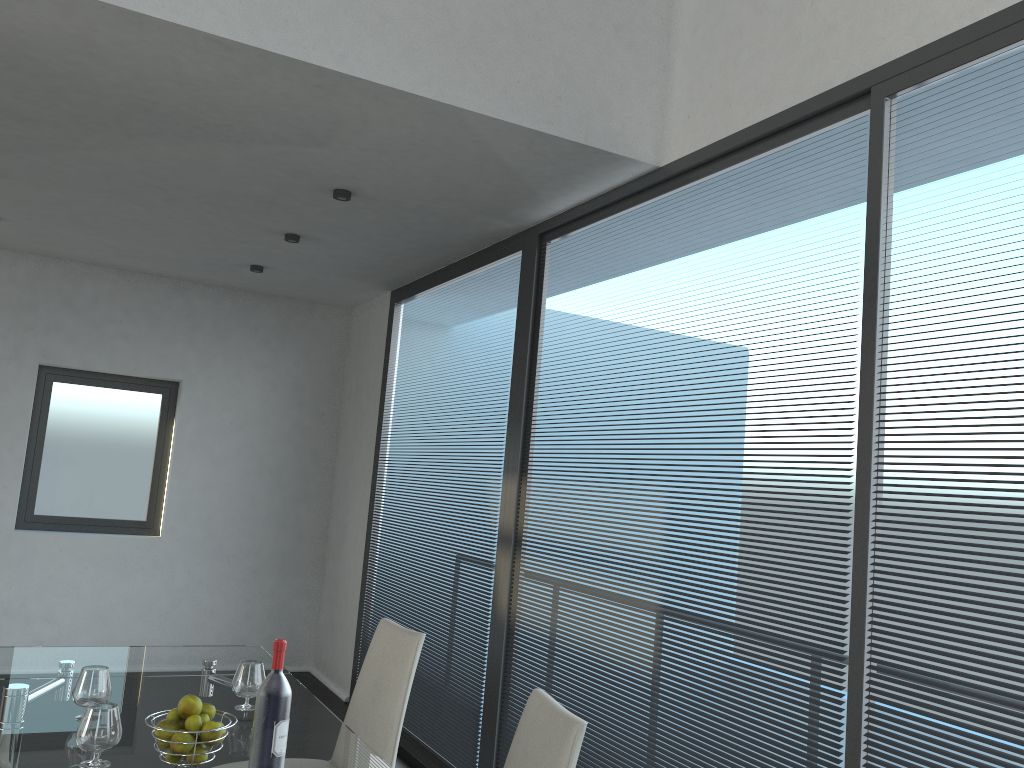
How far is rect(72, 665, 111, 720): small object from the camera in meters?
2.3

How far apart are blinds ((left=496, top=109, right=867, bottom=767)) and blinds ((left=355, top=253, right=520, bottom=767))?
0.24m

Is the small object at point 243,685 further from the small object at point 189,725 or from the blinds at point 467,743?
the blinds at point 467,743

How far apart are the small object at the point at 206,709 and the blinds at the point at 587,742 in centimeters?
158cm

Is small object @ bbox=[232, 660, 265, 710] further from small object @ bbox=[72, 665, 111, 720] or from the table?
small object @ bbox=[72, 665, 111, 720]

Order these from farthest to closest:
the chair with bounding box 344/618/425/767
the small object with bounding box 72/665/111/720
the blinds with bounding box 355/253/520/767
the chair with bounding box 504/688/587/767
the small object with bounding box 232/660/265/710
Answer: the blinds with bounding box 355/253/520/767, the chair with bounding box 344/618/425/767, the small object with bounding box 232/660/265/710, the small object with bounding box 72/665/111/720, the chair with bounding box 504/688/587/767

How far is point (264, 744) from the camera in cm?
193

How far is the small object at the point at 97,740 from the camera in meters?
2.0 m

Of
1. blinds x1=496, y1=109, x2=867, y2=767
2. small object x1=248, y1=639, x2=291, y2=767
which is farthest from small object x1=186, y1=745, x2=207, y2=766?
blinds x1=496, y1=109, x2=867, y2=767

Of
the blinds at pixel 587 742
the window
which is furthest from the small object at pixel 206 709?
the window
